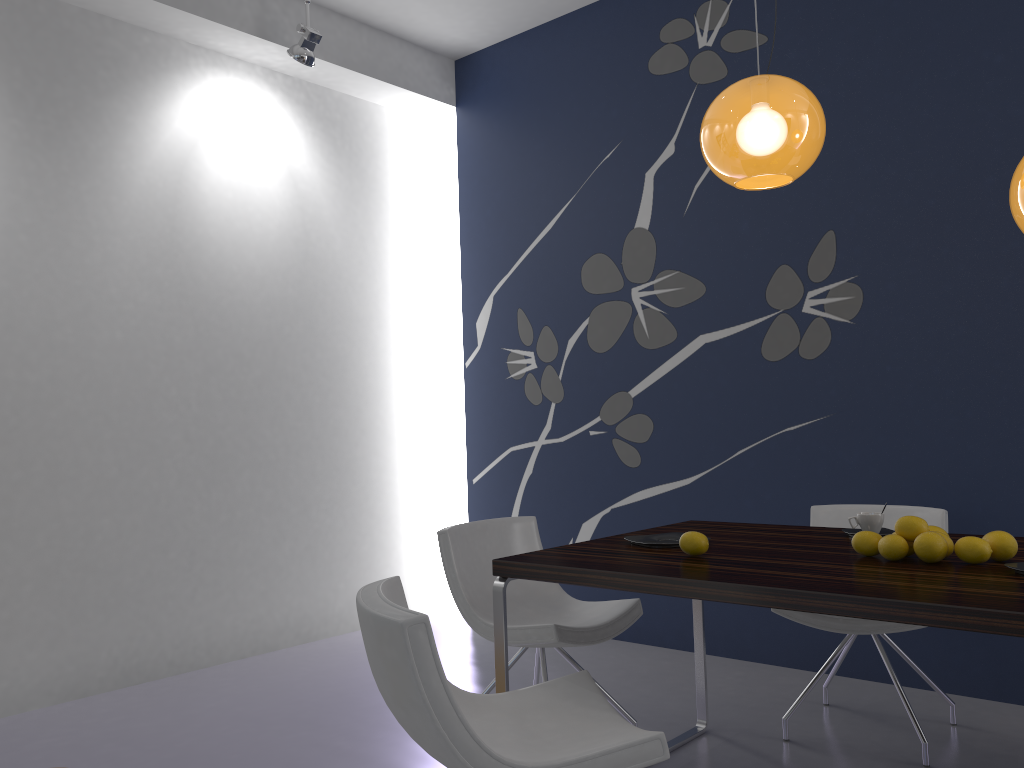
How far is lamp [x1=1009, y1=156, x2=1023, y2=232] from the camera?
2.1 meters

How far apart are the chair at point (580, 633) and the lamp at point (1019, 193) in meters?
1.7 m

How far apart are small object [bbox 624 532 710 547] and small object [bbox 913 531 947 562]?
0.7 meters

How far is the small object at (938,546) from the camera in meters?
2.2 m

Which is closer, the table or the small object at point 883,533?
the table

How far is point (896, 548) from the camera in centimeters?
226cm

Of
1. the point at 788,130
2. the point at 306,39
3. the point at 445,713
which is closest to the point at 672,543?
the point at 445,713

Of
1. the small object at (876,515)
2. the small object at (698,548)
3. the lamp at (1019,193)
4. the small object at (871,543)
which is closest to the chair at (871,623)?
the small object at (876,515)

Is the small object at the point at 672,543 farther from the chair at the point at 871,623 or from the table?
the chair at the point at 871,623

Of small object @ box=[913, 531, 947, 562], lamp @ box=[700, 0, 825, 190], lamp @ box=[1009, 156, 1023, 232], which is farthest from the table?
lamp @ box=[700, 0, 825, 190]
